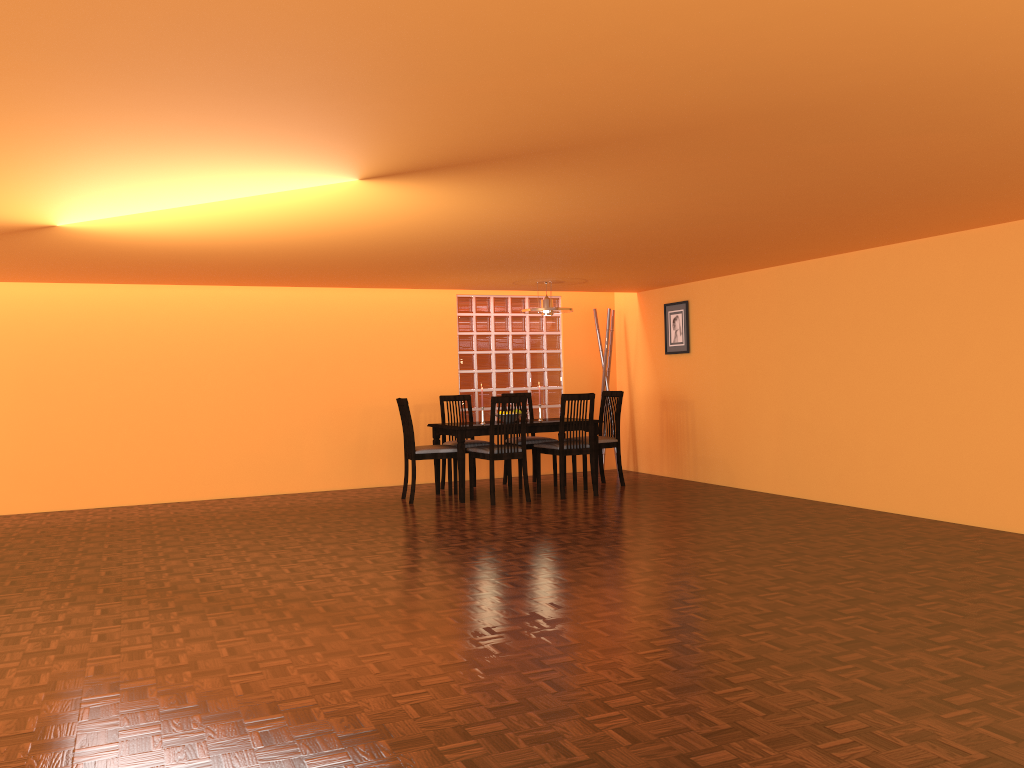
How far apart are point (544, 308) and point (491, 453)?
1.31m

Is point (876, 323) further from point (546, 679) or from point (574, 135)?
point (546, 679)

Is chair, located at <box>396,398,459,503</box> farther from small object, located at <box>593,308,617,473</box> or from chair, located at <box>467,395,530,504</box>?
small object, located at <box>593,308,617,473</box>

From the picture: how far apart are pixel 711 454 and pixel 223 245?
4.3m

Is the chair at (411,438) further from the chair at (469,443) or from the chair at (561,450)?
the chair at (561,450)

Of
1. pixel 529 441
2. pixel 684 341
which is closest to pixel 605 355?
pixel 684 341

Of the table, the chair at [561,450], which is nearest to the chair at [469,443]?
the table

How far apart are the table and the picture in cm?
144

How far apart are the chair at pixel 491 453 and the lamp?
0.9 meters

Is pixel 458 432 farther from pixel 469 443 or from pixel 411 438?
pixel 469 443
